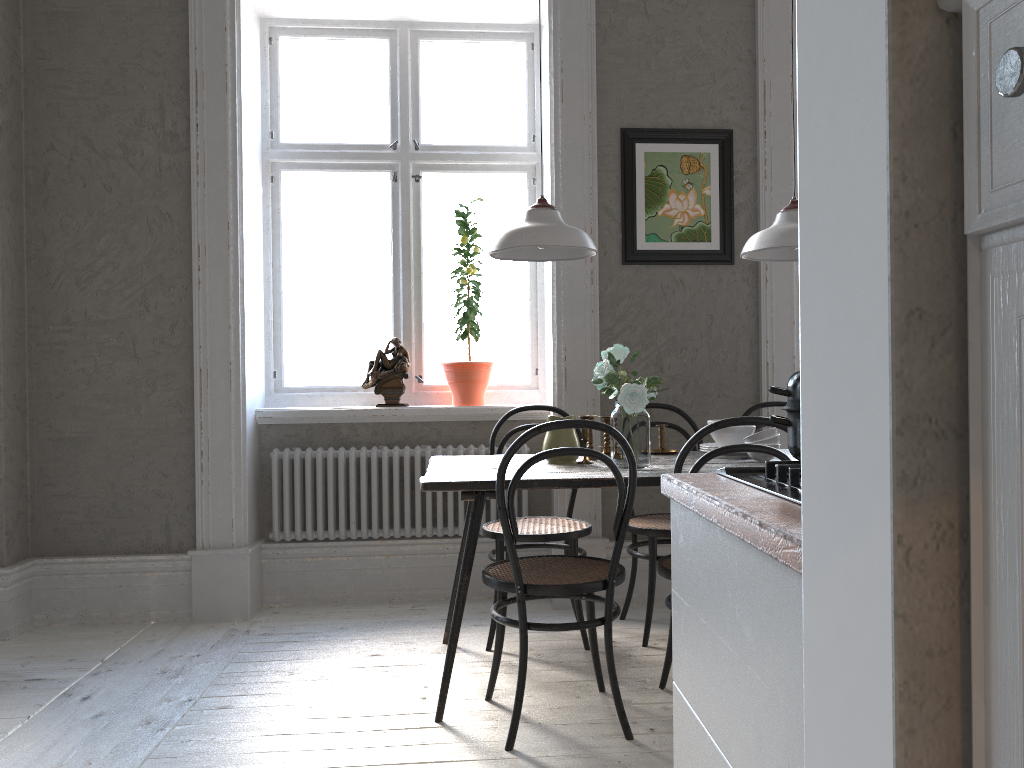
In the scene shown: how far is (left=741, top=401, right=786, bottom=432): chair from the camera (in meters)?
3.85

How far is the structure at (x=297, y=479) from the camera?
4.0m

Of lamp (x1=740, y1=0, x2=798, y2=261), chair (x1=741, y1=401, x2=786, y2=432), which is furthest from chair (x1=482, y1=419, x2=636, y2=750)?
chair (x1=741, y1=401, x2=786, y2=432)

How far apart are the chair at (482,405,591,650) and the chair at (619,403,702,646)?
0.16m

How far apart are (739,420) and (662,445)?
1.0 meters

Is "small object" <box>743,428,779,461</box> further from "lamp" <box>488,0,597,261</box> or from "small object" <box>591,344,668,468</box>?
"lamp" <box>488,0,597,261</box>

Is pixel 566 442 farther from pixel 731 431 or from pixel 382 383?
pixel 382 383

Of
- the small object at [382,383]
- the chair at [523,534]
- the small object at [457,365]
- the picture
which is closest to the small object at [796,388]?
the chair at [523,534]

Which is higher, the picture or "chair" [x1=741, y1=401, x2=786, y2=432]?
the picture

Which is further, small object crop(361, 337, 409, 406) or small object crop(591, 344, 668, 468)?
small object crop(361, 337, 409, 406)
